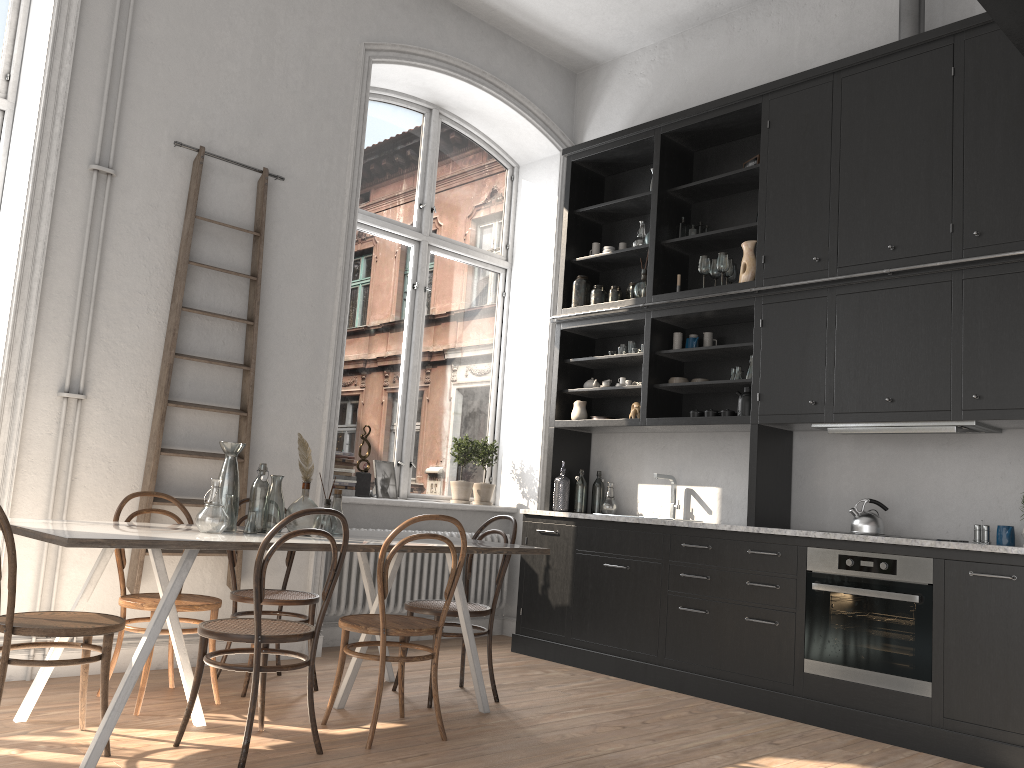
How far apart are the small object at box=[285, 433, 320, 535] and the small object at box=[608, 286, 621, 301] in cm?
289

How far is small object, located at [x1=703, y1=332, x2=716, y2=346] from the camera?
5.7m

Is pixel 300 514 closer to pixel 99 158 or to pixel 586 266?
pixel 99 158

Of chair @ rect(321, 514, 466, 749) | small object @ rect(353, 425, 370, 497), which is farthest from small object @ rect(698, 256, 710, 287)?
chair @ rect(321, 514, 466, 749)

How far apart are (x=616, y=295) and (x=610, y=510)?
1.48m

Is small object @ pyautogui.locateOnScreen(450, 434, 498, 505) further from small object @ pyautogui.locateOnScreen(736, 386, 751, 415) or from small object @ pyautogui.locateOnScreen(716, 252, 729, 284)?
small object @ pyautogui.locateOnScreen(716, 252, 729, 284)

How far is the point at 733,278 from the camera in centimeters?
565cm

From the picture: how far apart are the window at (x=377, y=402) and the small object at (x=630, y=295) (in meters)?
1.29

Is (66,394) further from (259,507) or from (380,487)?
(380,487)

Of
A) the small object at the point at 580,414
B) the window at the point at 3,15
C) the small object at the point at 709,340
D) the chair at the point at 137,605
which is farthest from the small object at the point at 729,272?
the window at the point at 3,15
